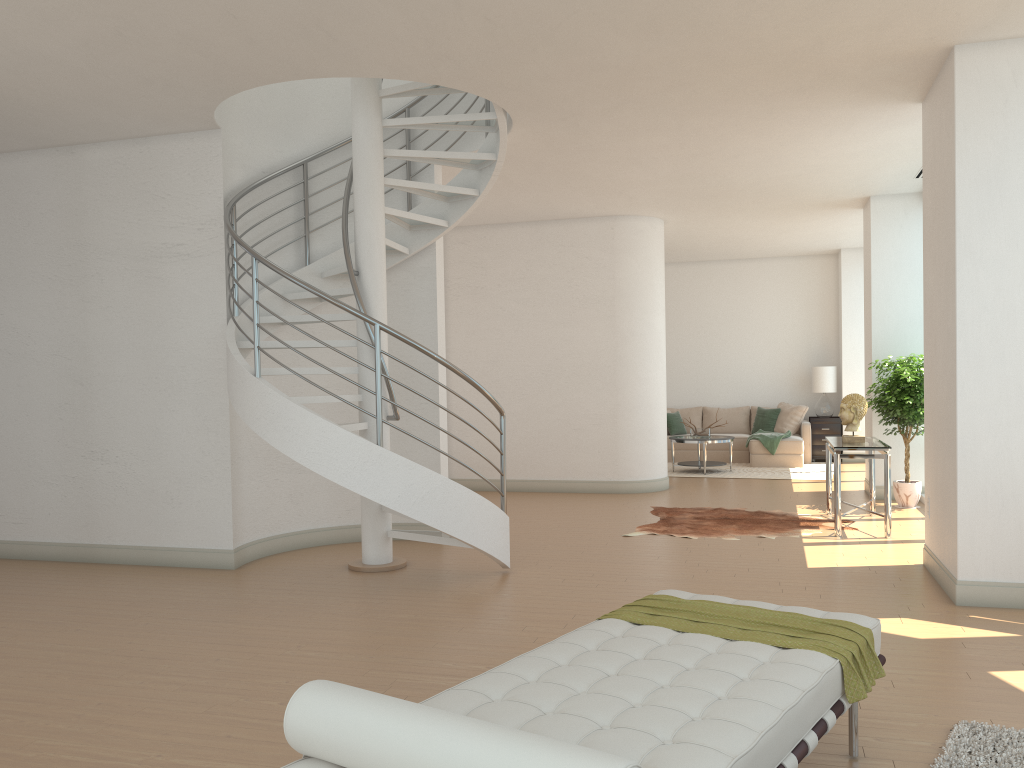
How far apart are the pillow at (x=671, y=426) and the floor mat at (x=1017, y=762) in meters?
11.1

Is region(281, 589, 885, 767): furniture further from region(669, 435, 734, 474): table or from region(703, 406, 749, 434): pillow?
region(703, 406, 749, 434): pillow

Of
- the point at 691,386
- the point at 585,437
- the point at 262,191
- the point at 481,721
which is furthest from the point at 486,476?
the point at 481,721

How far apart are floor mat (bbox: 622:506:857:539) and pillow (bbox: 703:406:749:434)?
5.7 meters

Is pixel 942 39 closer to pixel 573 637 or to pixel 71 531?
pixel 573 637

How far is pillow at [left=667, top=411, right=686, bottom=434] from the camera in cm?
1460

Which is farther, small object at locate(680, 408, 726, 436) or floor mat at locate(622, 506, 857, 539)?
small object at locate(680, 408, 726, 436)

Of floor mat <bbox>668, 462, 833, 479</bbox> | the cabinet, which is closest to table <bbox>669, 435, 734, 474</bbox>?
floor mat <bbox>668, 462, 833, 479</bbox>

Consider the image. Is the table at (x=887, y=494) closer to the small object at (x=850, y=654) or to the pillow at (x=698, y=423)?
the small object at (x=850, y=654)

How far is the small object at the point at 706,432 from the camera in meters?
13.0
